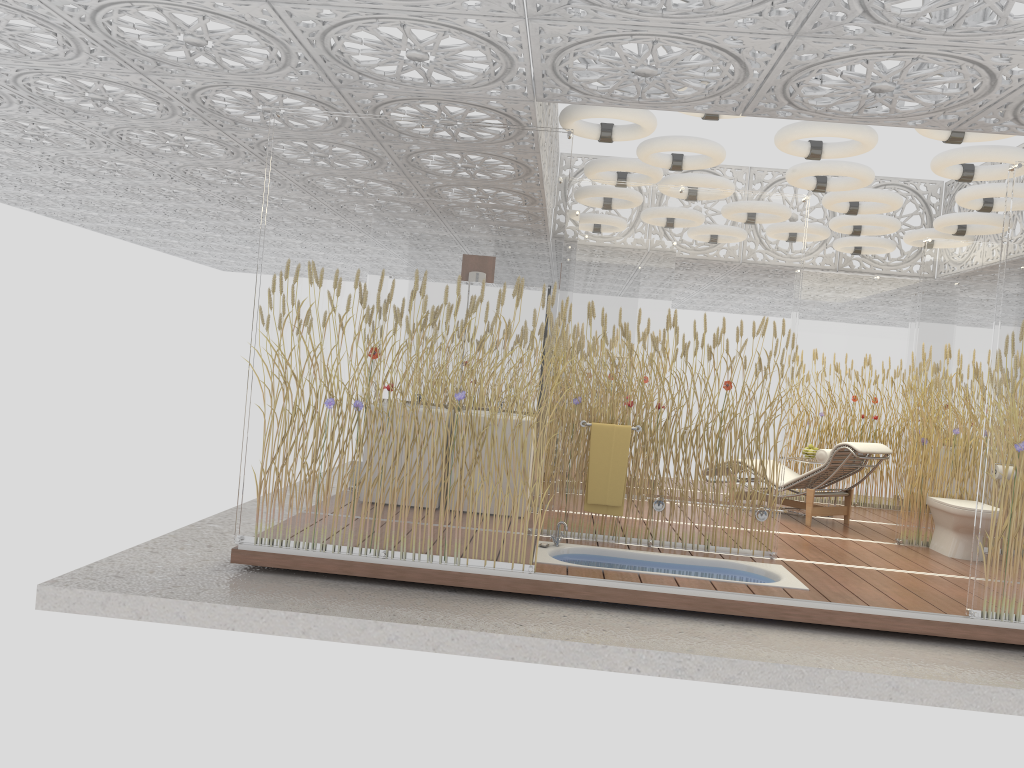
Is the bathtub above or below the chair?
below

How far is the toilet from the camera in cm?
696

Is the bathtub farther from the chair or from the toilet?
the chair

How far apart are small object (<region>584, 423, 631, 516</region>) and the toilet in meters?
2.8 m

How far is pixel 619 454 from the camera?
6.3 meters

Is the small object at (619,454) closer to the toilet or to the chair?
the chair

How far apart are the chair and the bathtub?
2.3 meters

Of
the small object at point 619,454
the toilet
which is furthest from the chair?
the small object at point 619,454

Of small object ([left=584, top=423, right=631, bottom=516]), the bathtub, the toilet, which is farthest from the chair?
small object ([left=584, top=423, right=631, bottom=516])

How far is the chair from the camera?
7.9m
